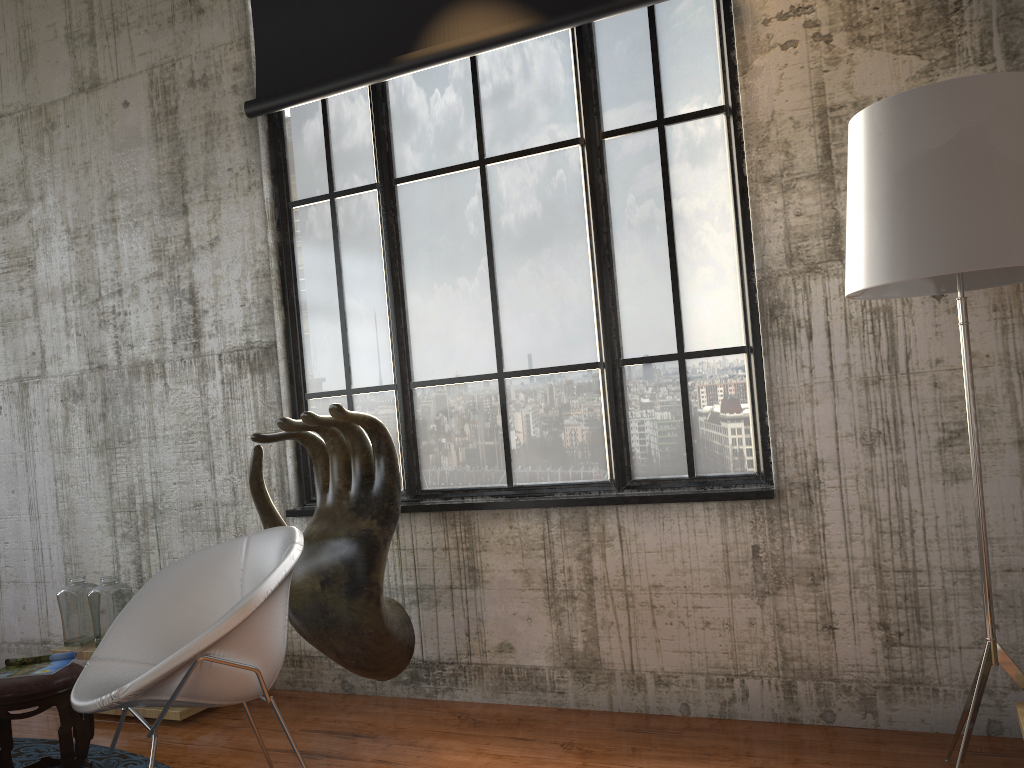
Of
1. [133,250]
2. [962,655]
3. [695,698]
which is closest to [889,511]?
[962,655]

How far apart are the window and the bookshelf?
1.3m

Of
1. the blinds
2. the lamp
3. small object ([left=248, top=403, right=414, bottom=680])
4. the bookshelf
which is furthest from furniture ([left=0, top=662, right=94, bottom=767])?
the bookshelf

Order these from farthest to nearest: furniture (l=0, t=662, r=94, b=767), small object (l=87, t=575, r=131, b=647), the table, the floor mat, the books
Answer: small object (l=87, t=575, r=131, b=647) → the table → the floor mat → the books → furniture (l=0, t=662, r=94, b=767)

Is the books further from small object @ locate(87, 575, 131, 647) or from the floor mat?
small object @ locate(87, 575, 131, 647)

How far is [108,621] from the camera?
4.52m

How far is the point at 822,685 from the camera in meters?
3.6 m

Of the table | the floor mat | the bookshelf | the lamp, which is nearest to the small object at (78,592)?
the table

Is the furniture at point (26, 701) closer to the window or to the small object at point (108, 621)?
the small object at point (108, 621)

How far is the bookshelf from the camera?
2.62m
